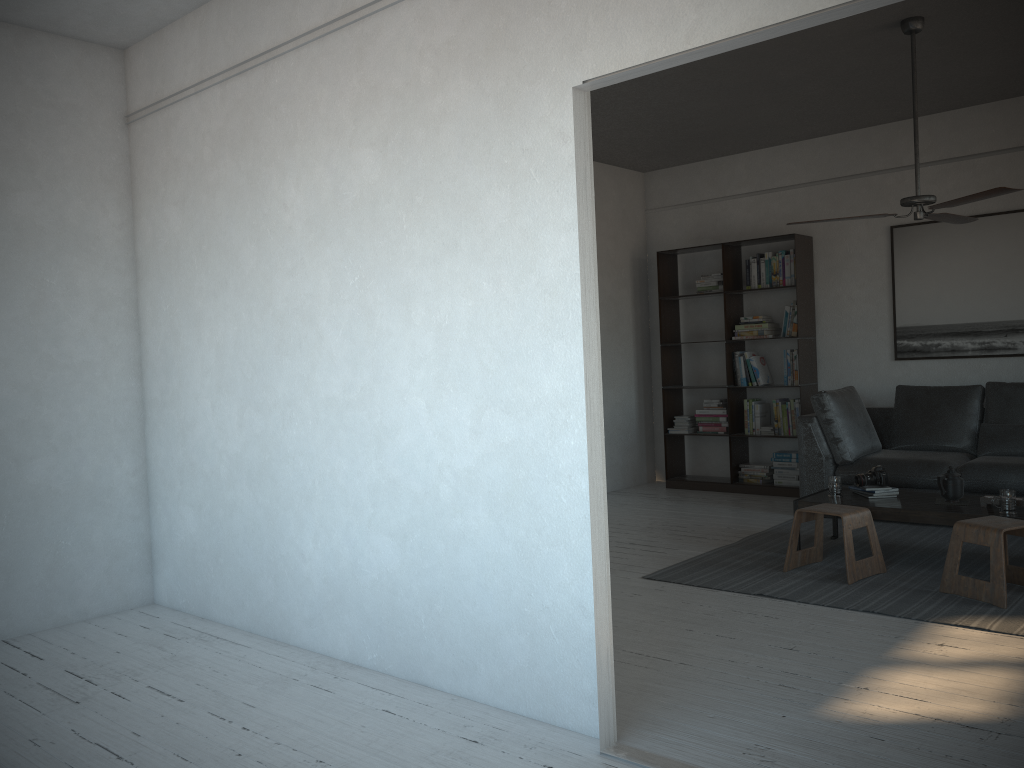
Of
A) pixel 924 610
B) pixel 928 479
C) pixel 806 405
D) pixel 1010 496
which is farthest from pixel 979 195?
pixel 806 405

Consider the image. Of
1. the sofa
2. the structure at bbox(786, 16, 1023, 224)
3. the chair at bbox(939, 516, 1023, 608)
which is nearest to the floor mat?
the chair at bbox(939, 516, 1023, 608)

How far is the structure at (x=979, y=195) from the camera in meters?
4.2

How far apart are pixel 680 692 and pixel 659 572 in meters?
1.7 m

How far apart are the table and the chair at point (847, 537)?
0.17m

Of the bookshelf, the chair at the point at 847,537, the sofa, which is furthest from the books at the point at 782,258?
the chair at the point at 847,537

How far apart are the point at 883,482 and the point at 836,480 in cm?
26

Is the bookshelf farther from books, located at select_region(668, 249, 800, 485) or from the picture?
the picture

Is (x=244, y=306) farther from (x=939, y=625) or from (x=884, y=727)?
(x=939, y=625)

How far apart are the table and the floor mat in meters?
0.3 m
